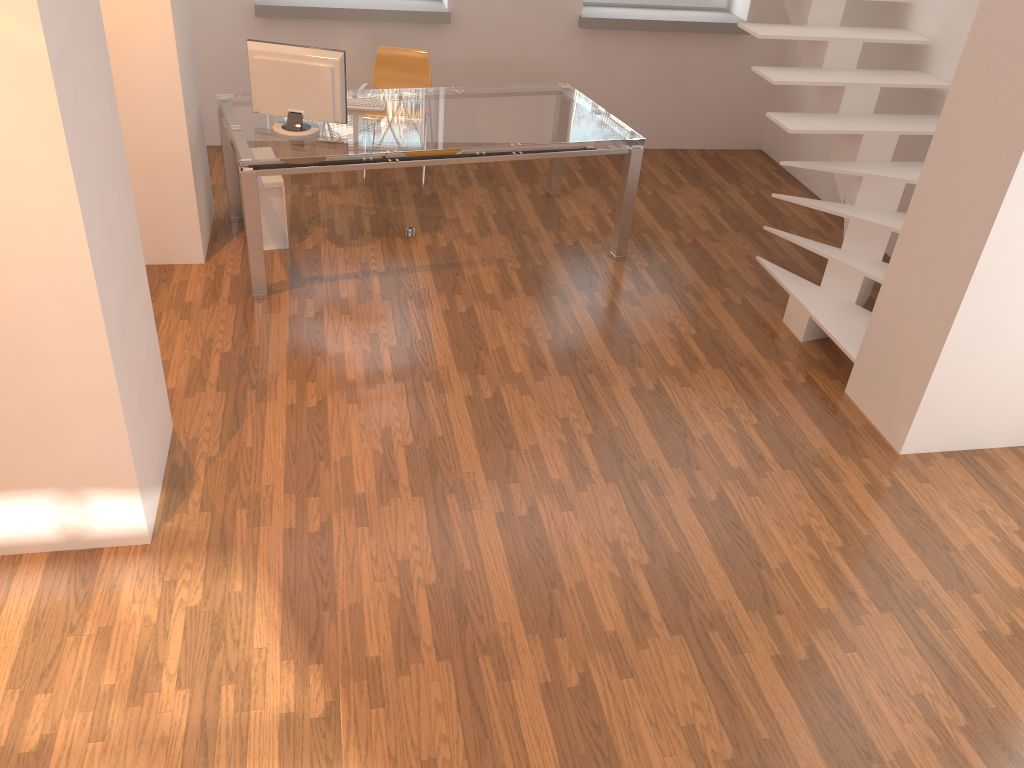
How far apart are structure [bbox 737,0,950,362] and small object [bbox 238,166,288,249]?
2.8 meters

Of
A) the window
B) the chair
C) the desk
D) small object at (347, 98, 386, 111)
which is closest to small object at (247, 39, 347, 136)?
the desk

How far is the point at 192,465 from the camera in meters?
3.6

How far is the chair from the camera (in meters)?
5.97

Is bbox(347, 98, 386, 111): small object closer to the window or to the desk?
the desk

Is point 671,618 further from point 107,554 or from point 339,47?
point 339,47

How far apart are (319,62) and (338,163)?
0.5 meters

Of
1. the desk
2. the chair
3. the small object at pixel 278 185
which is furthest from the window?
the small object at pixel 278 185

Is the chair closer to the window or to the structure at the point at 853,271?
the window

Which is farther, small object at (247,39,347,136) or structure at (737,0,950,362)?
structure at (737,0,950,362)
